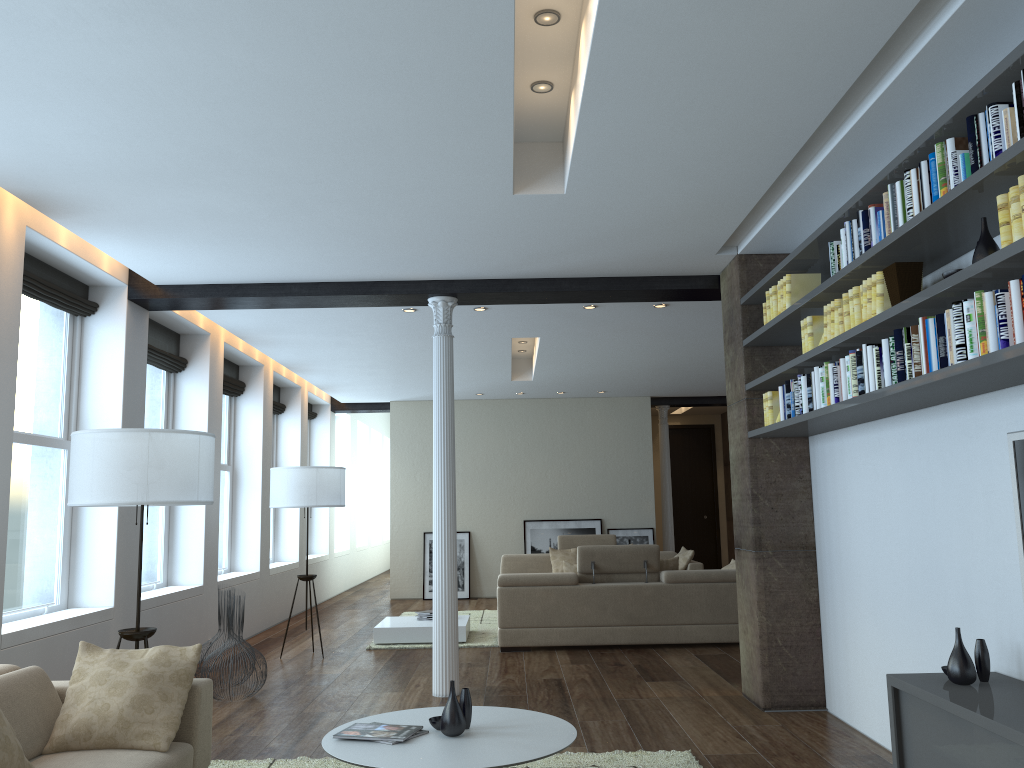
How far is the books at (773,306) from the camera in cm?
534

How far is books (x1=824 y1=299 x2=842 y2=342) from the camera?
4.4m

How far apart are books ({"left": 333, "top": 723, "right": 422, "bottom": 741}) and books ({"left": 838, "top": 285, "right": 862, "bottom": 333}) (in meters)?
2.69

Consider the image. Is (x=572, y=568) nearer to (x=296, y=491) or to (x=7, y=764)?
(x=296, y=491)

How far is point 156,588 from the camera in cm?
780

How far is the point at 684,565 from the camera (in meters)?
11.22

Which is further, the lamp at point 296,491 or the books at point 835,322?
the lamp at point 296,491

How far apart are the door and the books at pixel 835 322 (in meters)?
12.15

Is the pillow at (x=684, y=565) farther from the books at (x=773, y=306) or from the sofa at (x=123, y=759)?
the sofa at (x=123, y=759)

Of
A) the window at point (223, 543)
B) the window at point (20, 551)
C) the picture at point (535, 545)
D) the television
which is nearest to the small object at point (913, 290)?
the television
